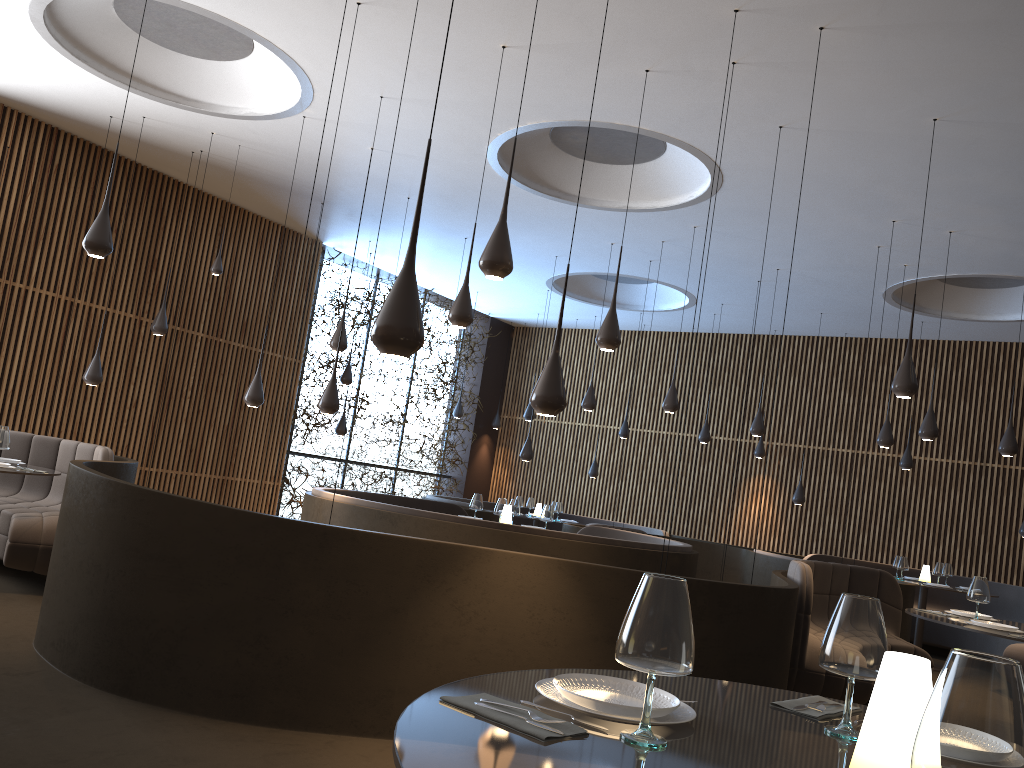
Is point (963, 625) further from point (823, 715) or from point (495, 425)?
point (495, 425)

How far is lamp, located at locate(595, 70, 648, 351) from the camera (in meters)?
6.64

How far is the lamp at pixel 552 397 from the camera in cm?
454

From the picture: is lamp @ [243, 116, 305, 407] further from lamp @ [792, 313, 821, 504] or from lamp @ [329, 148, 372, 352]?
lamp @ [792, 313, 821, 504]

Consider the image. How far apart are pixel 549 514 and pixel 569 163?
3.9m

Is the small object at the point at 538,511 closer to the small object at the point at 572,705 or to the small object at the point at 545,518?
the small object at the point at 545,518

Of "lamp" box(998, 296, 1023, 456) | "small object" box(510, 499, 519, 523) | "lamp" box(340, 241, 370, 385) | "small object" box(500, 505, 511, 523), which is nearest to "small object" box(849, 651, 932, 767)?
"small object" box(500, 505, 511, 523)

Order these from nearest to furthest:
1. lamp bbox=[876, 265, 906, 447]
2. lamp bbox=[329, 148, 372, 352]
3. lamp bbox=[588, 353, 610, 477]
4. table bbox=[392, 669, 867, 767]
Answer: table bbox=[392, 669, 867, 767] → lamp bbox=[329, 148, 372, 352] → lamp bbox=[876, 265, 906, 447] → lamp bbox=[588, 353, 610, 477]

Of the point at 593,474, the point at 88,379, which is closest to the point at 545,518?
the point at 88,379

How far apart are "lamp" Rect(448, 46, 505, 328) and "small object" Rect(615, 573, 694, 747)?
5.1m
